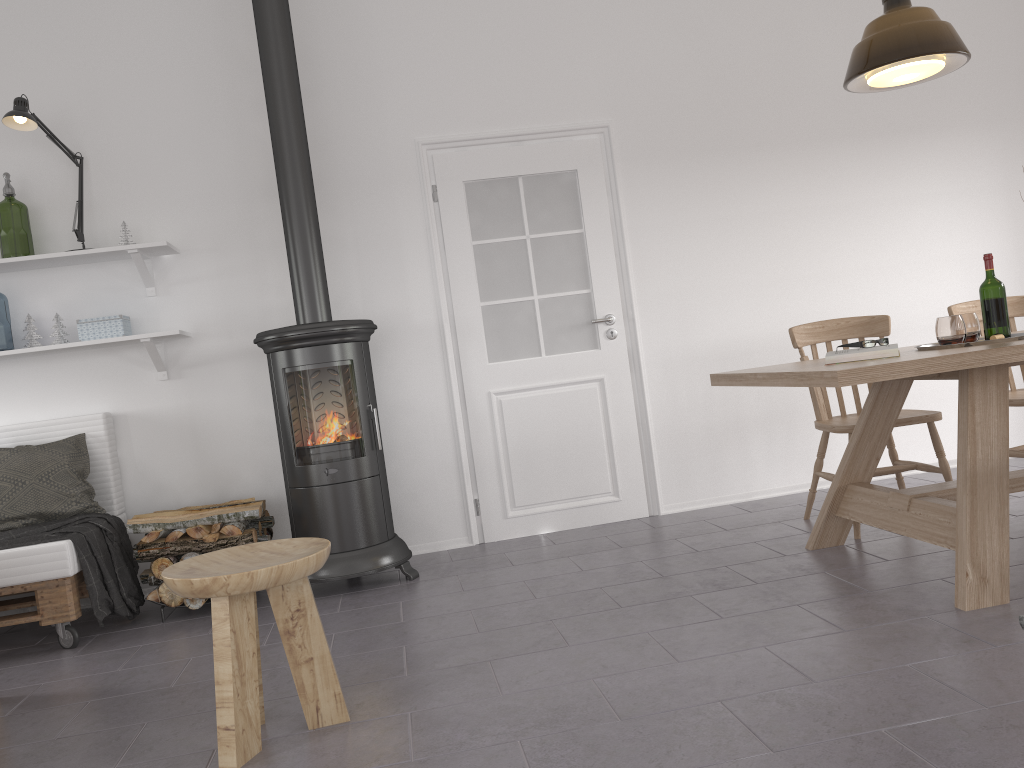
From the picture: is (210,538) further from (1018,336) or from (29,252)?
(29,252)

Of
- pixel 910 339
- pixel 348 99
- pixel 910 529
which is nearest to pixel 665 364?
pixel 910 339

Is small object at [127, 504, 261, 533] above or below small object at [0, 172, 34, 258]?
below

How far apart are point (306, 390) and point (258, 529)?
0.7 meters

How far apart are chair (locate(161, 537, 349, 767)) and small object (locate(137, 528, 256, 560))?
1.33m

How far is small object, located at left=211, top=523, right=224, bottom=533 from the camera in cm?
378

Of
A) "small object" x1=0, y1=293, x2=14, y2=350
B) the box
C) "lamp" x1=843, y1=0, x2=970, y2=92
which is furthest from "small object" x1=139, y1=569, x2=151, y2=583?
"lamp" x1=843, y1=0, x2=970, y2=92

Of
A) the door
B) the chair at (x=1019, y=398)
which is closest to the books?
the chair at (x=1019, y=398)

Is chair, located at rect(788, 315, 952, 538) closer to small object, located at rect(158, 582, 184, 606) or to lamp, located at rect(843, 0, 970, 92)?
lamp, located at rect(843, 0, 970, 92)

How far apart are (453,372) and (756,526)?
1.7 meters
